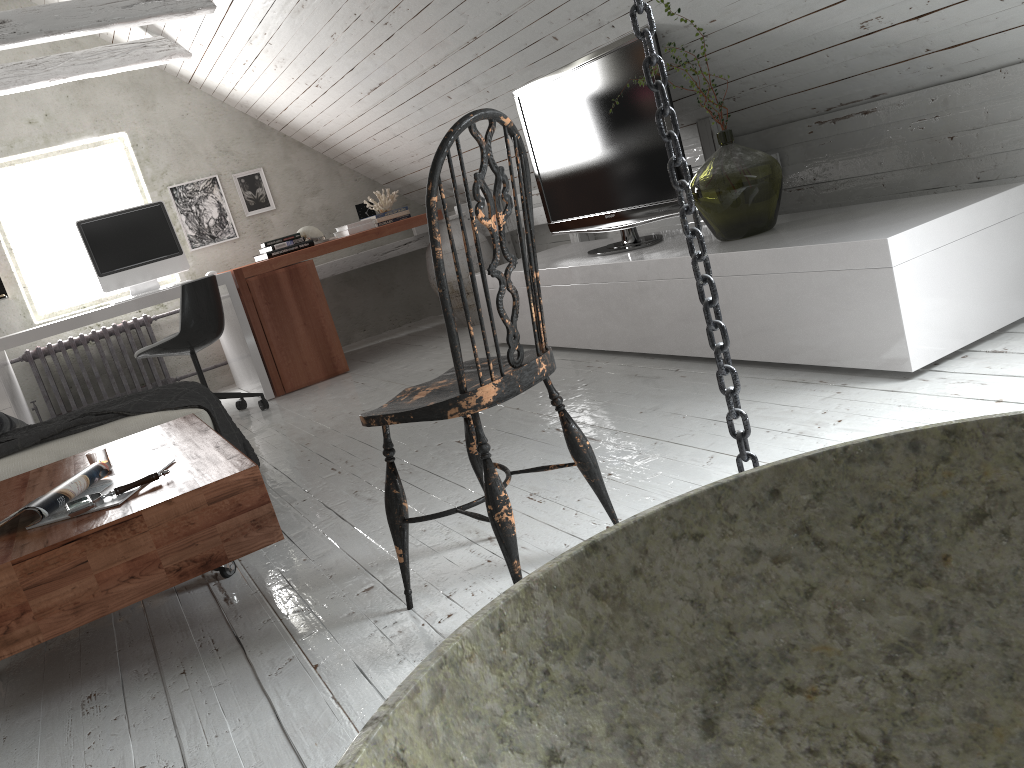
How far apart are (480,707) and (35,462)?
2.95m

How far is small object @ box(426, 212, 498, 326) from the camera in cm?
539

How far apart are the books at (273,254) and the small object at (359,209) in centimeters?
66cm

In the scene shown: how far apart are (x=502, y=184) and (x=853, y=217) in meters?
3.0 m

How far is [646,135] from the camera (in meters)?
3.38

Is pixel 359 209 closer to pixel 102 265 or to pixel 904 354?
pixel 102 265

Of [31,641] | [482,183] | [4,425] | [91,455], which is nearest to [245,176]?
[4,425]

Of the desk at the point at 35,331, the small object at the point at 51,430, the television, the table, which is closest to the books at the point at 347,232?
the desk at the point at 35,331

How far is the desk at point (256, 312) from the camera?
4.9 meters

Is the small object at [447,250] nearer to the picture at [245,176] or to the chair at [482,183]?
the picture at [245,176]
